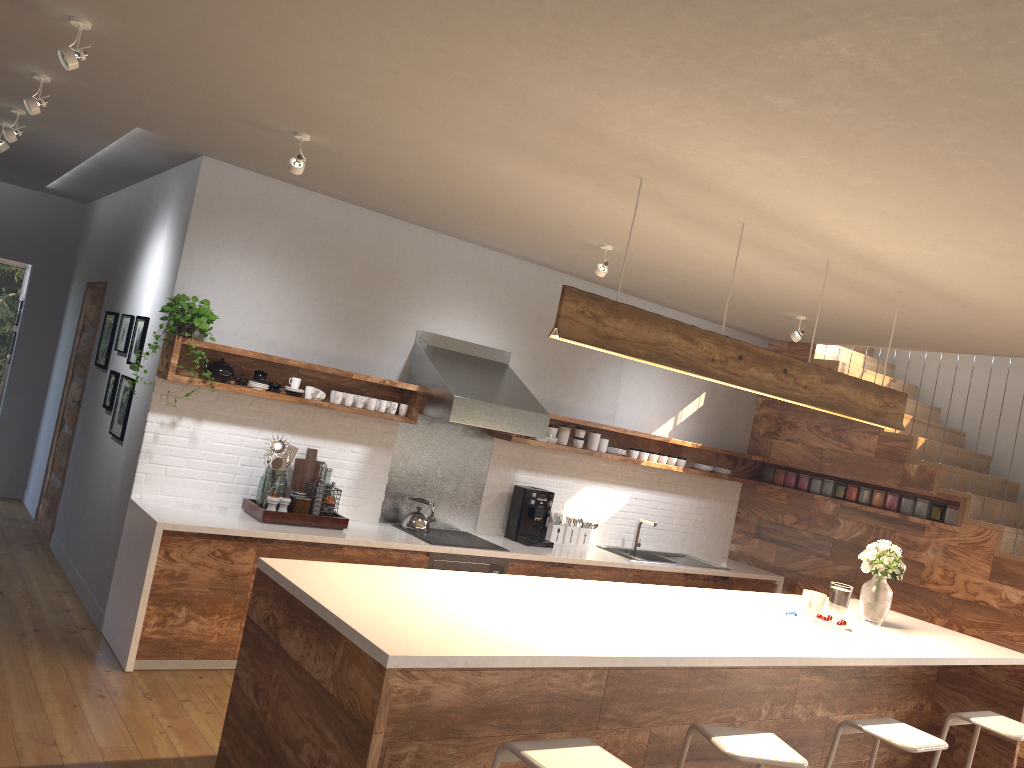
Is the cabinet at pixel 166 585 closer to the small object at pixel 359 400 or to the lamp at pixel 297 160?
the small object at pixel 359 400

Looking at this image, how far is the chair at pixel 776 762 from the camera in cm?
299

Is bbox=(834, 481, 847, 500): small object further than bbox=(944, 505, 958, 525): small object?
Yes

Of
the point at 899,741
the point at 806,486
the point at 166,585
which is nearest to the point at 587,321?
the point at 899,741

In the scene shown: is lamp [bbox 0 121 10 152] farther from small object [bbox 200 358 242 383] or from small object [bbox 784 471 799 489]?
small object [bbox 784 471 799 489]

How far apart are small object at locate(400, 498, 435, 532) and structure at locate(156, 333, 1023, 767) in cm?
64

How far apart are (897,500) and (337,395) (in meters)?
4.40

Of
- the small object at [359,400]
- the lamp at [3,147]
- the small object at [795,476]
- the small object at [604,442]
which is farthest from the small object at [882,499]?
the lamp at [3,147]

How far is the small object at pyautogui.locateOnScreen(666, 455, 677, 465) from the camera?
7.3m

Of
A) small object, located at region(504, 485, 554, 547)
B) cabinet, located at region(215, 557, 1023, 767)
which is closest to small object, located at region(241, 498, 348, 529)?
small object, located at region(504, 485, 554, 547)
